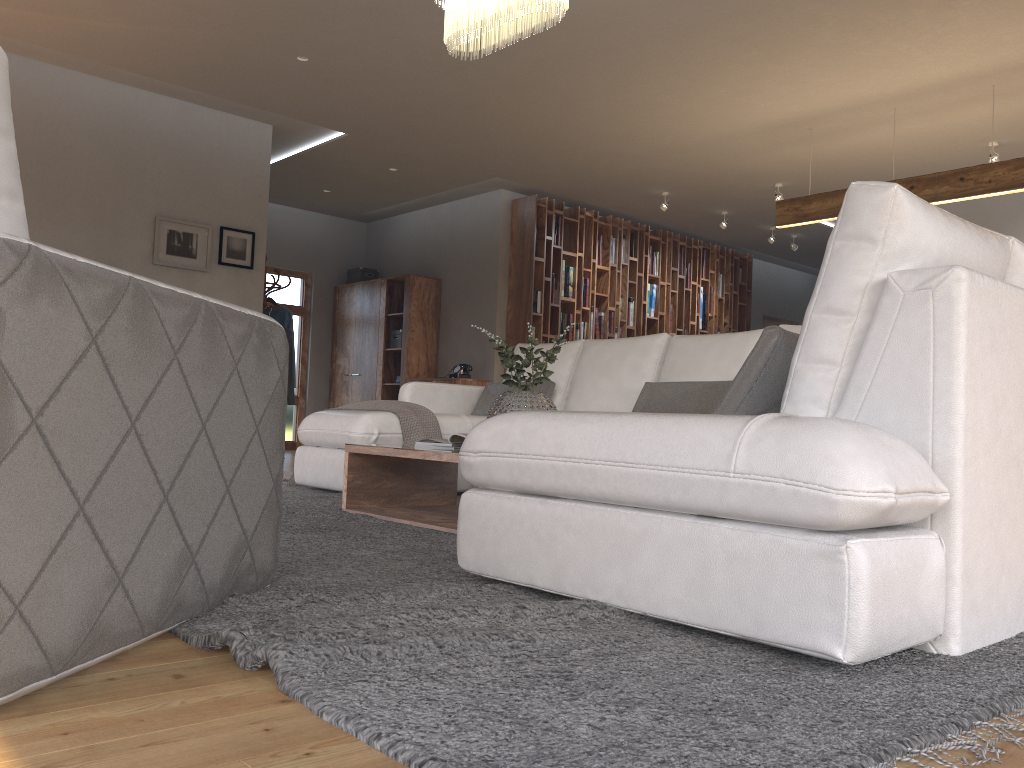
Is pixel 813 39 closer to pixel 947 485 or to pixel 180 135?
pixel 947 485

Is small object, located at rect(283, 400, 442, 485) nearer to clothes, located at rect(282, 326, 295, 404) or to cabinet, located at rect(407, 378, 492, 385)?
clothes, located at rect(282, 326, 295, 404)

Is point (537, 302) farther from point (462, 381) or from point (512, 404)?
point (512, 404)

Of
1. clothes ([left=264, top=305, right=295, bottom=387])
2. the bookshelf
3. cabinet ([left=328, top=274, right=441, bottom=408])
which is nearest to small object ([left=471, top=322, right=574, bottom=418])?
clothes ([left=264, top=305, right=295, bottom=387])

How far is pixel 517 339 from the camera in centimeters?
893cm

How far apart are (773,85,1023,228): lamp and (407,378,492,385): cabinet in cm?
335

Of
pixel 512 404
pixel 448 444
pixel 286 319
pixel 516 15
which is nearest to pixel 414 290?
pixel 286 319

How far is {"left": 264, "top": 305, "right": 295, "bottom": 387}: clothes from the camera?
8.19m

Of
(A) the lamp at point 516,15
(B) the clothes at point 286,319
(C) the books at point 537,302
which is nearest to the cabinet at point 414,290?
(C) the books at point 537,302

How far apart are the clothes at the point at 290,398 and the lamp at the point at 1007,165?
4.44m
